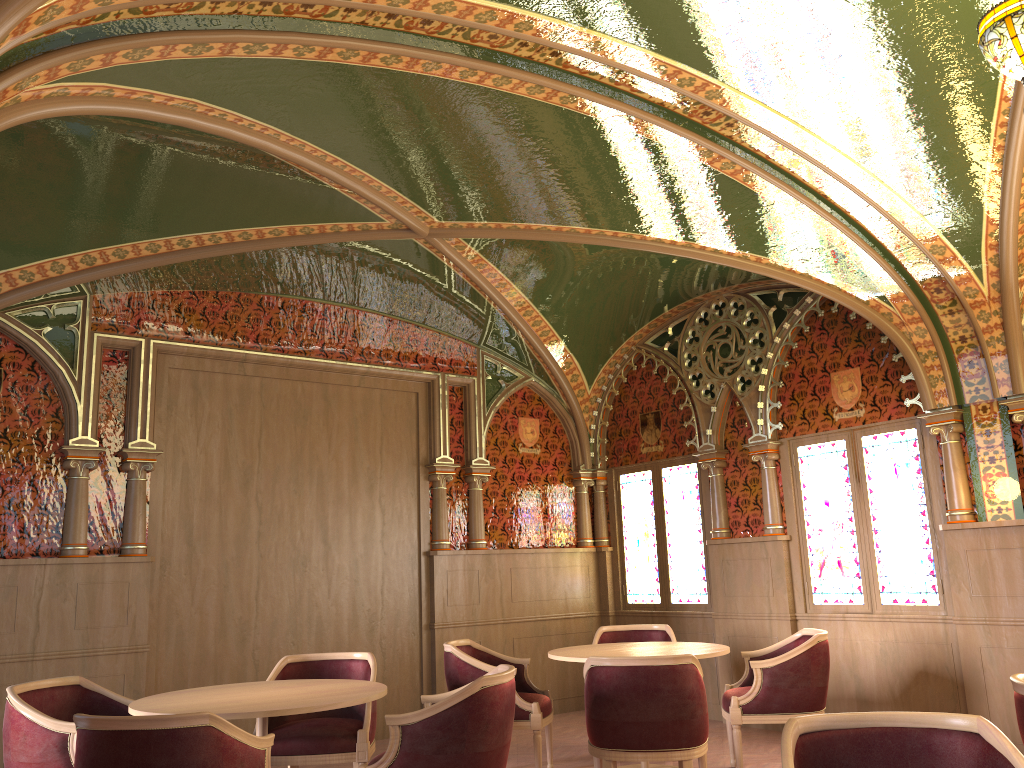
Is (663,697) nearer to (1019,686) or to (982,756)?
(1019,686)

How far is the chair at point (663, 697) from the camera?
4.31m

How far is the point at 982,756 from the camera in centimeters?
236cm

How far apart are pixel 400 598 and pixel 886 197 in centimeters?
488cm

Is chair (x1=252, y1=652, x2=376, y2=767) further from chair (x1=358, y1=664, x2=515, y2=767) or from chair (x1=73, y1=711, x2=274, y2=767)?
chair (x1=73, y1=711, x2=274, y2=767)

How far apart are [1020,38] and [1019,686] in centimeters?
214cm

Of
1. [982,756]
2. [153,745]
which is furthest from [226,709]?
[982,756]

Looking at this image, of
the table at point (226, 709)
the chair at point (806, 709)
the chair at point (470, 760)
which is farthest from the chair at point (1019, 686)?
the table at point (226, 709)

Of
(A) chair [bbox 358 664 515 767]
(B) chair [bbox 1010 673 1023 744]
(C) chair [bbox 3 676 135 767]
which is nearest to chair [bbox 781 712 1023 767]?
(B) chair [bbox 1010 673 1023 744]

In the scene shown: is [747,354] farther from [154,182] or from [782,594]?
[154,182]
